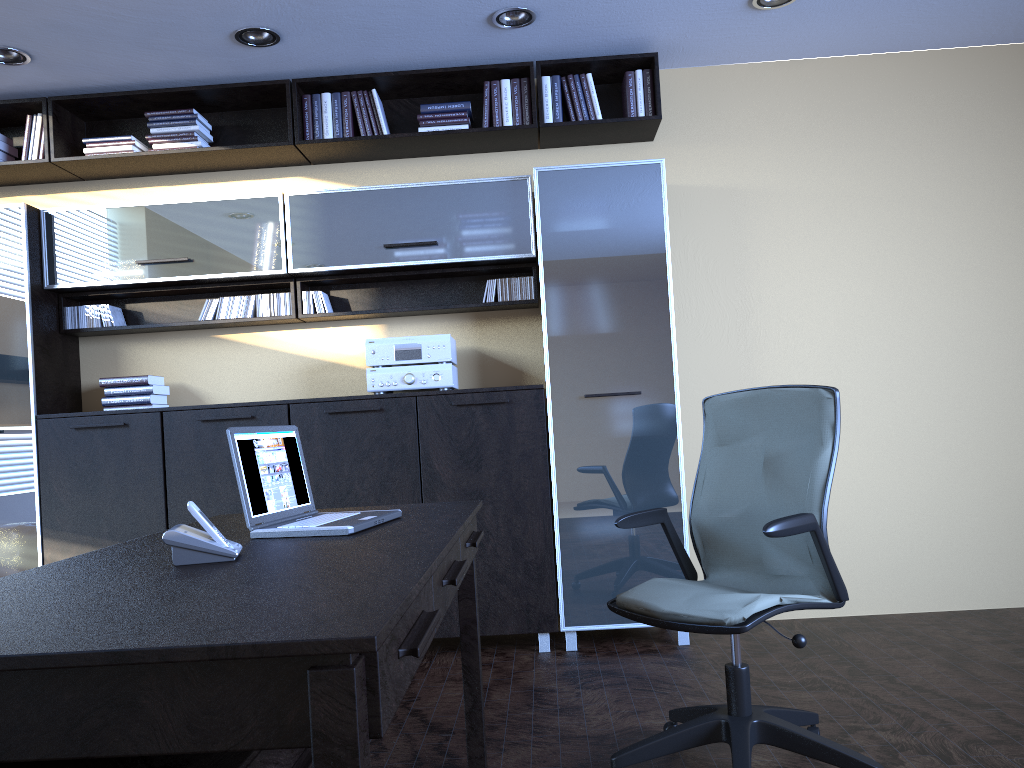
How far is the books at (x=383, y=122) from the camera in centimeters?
462cm

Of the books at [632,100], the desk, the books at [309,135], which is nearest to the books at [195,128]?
the books at [309,135]

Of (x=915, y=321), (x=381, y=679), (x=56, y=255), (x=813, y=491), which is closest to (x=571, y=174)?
(x=915, y=321)

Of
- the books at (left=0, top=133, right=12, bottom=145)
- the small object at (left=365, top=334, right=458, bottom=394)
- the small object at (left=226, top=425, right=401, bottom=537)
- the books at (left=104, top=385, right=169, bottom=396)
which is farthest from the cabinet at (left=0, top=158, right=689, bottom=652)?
the small object at (left=226, top=425, right=401, bottom=537)

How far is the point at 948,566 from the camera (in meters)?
4.73

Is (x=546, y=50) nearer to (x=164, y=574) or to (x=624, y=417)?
(x=624, y=417)

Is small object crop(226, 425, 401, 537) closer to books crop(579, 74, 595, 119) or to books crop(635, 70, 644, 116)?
books crop(579, 74, 595, 119)

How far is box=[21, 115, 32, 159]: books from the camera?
4.68m

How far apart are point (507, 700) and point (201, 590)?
2.4m

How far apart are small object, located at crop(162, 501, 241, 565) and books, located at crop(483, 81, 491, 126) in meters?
3.2 m
